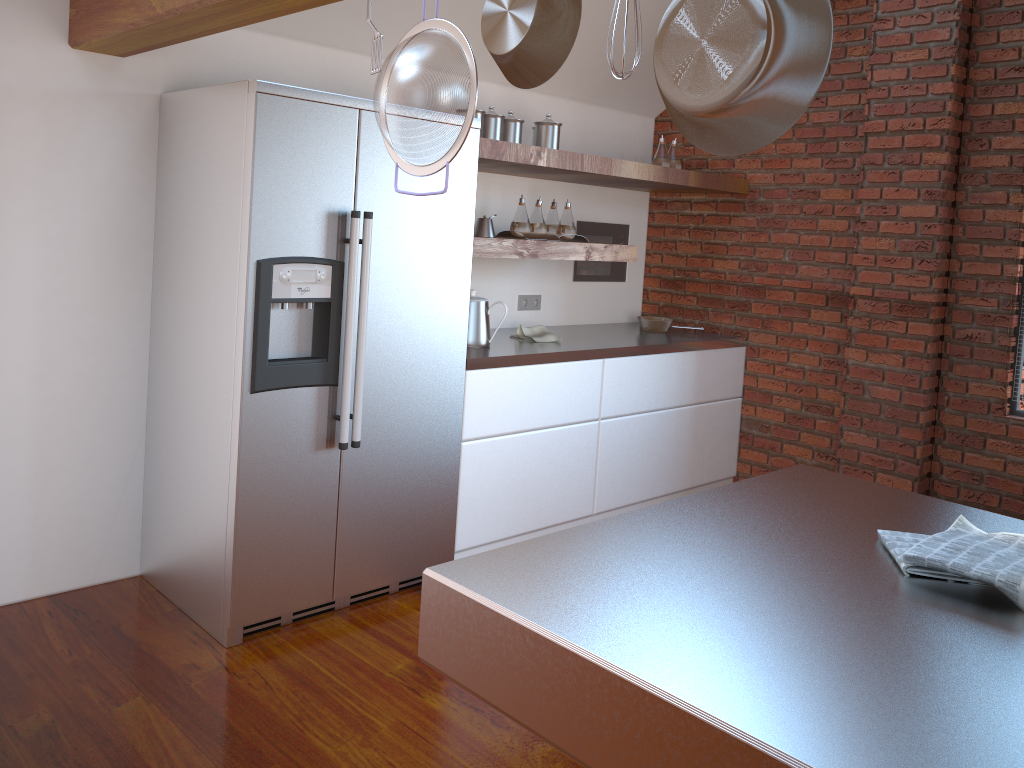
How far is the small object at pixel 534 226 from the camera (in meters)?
3.91

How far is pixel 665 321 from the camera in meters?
4.6

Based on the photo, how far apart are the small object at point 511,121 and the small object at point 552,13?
2.5 meters

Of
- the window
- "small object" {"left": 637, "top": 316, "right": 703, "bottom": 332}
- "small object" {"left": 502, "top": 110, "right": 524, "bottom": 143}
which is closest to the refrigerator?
"small object" {"left": 502, "top": 110, "right": 524, "bottom": 143}

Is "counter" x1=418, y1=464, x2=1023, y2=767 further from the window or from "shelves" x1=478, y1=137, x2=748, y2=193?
the window

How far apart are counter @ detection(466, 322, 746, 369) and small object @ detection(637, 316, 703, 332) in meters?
0.0 m

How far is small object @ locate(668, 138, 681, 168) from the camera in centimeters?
453cm

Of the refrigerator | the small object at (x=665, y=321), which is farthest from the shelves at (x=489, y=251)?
the small object at (x=665, y=321)

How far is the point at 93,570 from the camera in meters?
3.2 m

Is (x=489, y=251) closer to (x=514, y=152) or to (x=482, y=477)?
(x=514, y=152)
